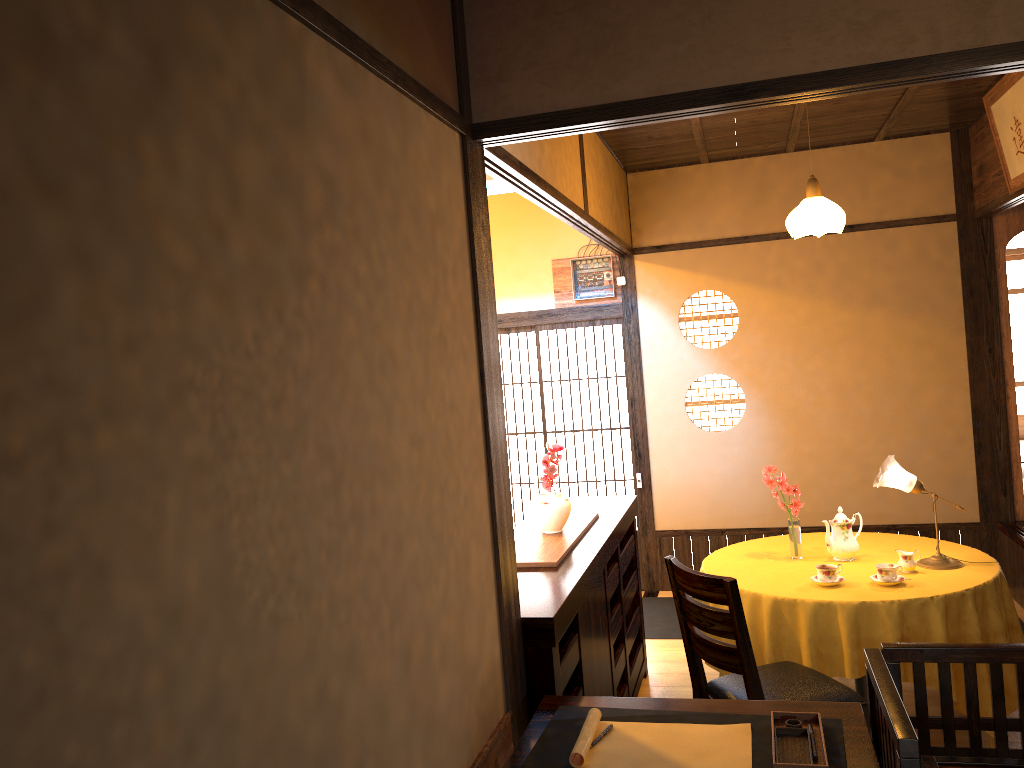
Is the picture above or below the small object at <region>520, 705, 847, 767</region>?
above

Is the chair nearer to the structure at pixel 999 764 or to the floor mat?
the structure at pixel 999 764

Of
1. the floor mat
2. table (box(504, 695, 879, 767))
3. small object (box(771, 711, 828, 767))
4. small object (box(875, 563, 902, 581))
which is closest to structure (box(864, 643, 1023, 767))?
table (box(504, 695, 879, 767))

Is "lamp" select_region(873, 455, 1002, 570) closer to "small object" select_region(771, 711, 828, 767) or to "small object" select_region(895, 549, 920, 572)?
"small object" select_region(895, 549, 920, 572)

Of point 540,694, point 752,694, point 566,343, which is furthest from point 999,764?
point 566,343

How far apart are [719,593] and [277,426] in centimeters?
213cm

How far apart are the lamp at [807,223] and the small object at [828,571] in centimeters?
154cm

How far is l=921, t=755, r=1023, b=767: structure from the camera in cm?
210

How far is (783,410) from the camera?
6.2 meters

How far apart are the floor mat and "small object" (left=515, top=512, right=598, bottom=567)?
1.58m
